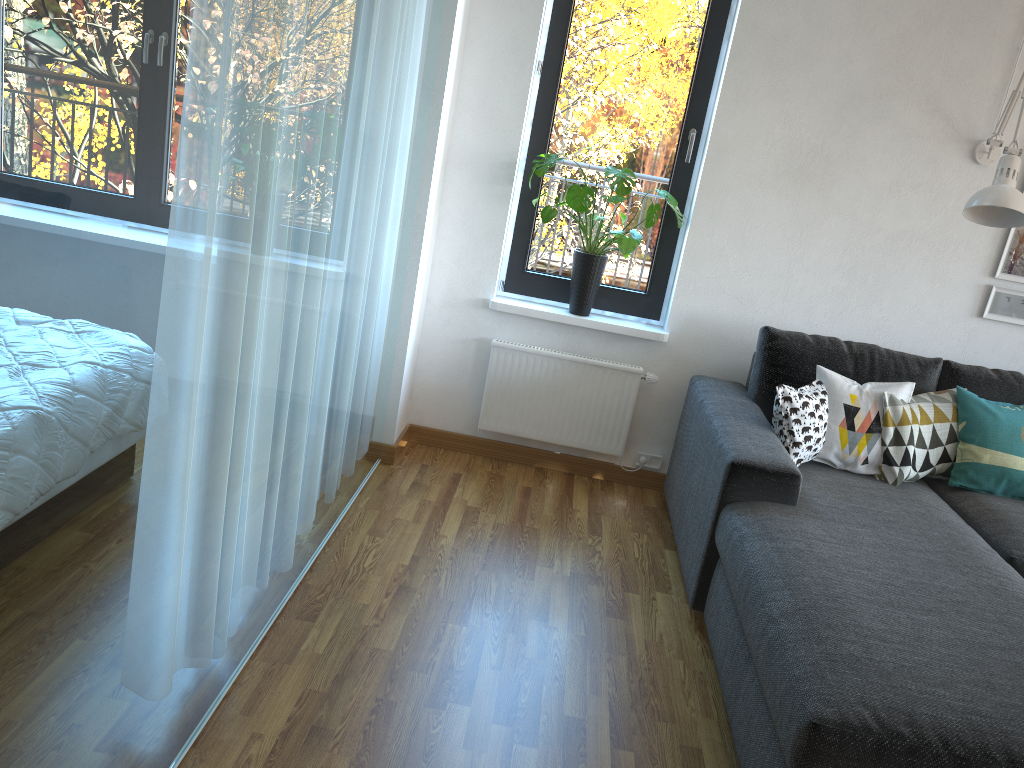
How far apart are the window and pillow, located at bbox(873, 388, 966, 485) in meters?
1.0 m

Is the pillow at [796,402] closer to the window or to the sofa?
the sofa

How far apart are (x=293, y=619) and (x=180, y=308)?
1.3m

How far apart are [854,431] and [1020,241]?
1.1 meters

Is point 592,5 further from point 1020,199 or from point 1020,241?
point 1020,241

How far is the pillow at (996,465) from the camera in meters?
3.1

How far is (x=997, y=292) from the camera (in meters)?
3.54

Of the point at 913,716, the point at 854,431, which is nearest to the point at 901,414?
the point at 854,431

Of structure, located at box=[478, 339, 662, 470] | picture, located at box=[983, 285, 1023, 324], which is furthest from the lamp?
structure, located at box=[478, 339, 662, 470]

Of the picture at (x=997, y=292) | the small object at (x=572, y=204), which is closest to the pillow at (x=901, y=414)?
the picture at (x=997, y=292)
